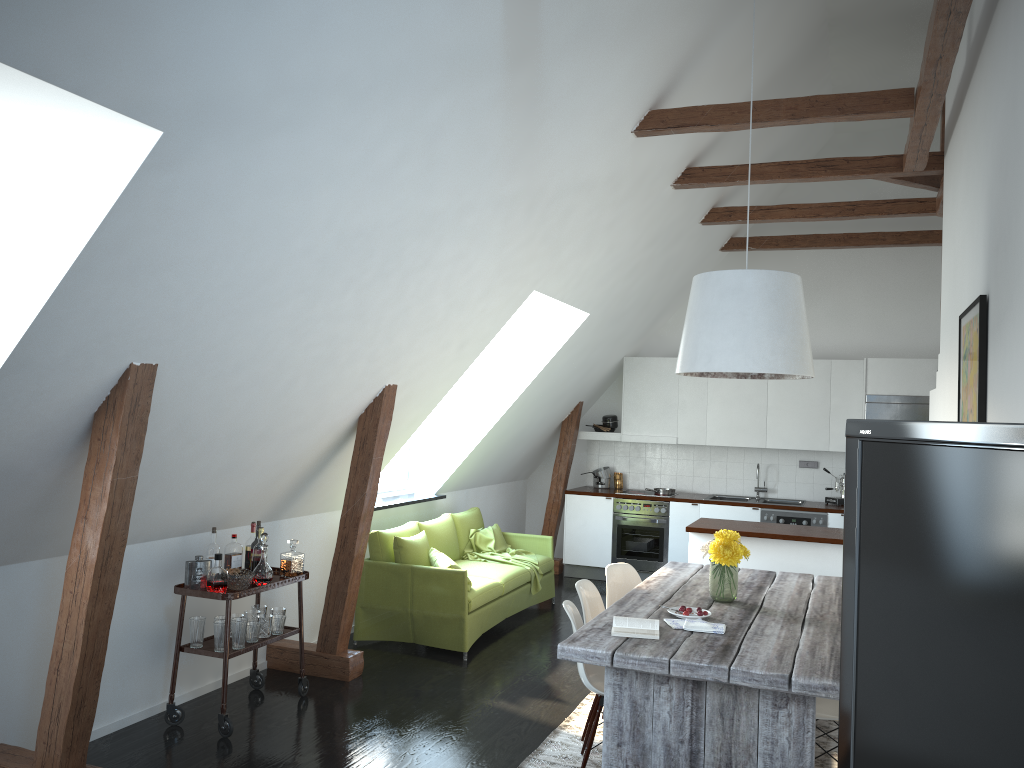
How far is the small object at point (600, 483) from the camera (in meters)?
9.77

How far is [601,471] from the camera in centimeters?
978cm

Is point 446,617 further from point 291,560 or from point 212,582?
point 212,582

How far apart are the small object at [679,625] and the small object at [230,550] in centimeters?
248cm

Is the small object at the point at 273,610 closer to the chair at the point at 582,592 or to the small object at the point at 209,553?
the small object at the point at 209,553

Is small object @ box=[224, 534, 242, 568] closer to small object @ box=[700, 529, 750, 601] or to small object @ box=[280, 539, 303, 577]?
small object @ box=[280, 539, 303, 577]

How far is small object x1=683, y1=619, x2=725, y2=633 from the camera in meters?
3.9

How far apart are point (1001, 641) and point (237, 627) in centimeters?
426cm

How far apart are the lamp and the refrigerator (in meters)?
4.01

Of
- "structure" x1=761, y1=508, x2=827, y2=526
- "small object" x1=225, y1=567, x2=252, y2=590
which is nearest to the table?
"small object" x1=225, y1=567, x2=252, y2=590
